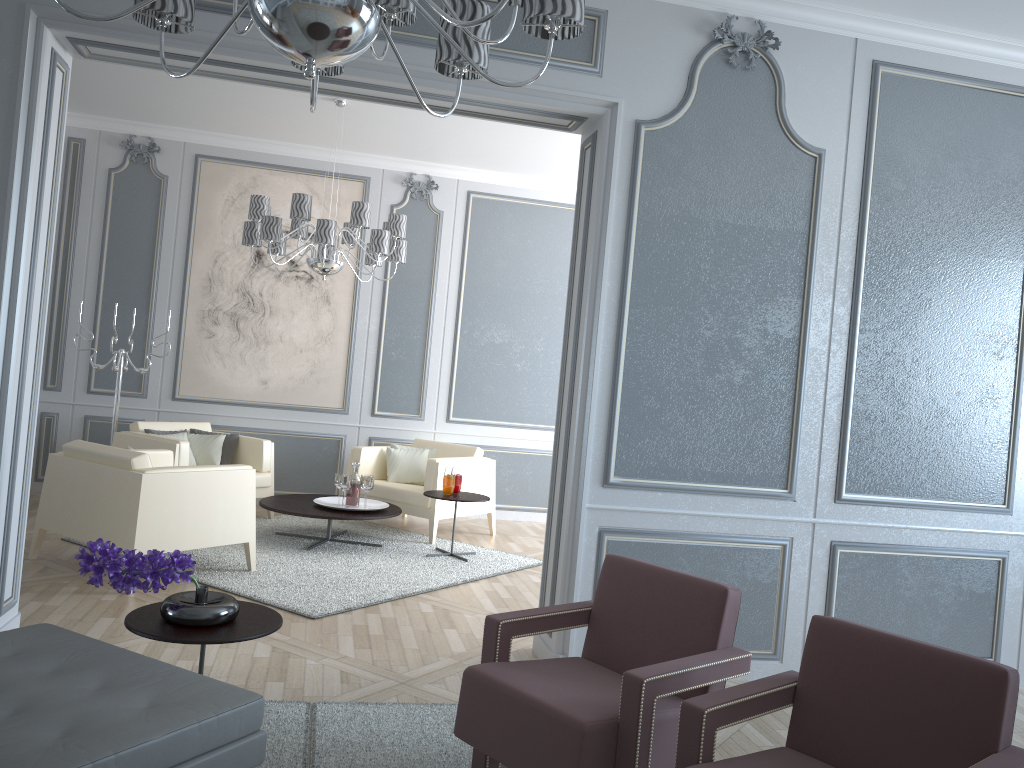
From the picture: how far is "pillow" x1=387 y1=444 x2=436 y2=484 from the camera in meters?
6.5 m

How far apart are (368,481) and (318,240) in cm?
152

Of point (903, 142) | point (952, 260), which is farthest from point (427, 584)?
A: point (903, 142)

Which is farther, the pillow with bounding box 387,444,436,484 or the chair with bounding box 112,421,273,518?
the pillow with bounding box 387,444,436,484

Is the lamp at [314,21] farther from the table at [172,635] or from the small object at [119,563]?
the table at [172,635]

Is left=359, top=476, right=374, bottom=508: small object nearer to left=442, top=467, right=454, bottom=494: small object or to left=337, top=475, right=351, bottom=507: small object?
left=337, top=475, right=351, bottom=507: small object

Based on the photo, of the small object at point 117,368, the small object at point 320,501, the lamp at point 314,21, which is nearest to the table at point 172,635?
the lamp at point 314,21

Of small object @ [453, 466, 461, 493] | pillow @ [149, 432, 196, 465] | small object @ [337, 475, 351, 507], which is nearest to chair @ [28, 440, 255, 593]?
small object @ [337, 475, 351, 507]

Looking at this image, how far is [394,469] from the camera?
6.3m

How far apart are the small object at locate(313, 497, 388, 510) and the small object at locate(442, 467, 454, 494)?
0.5m
